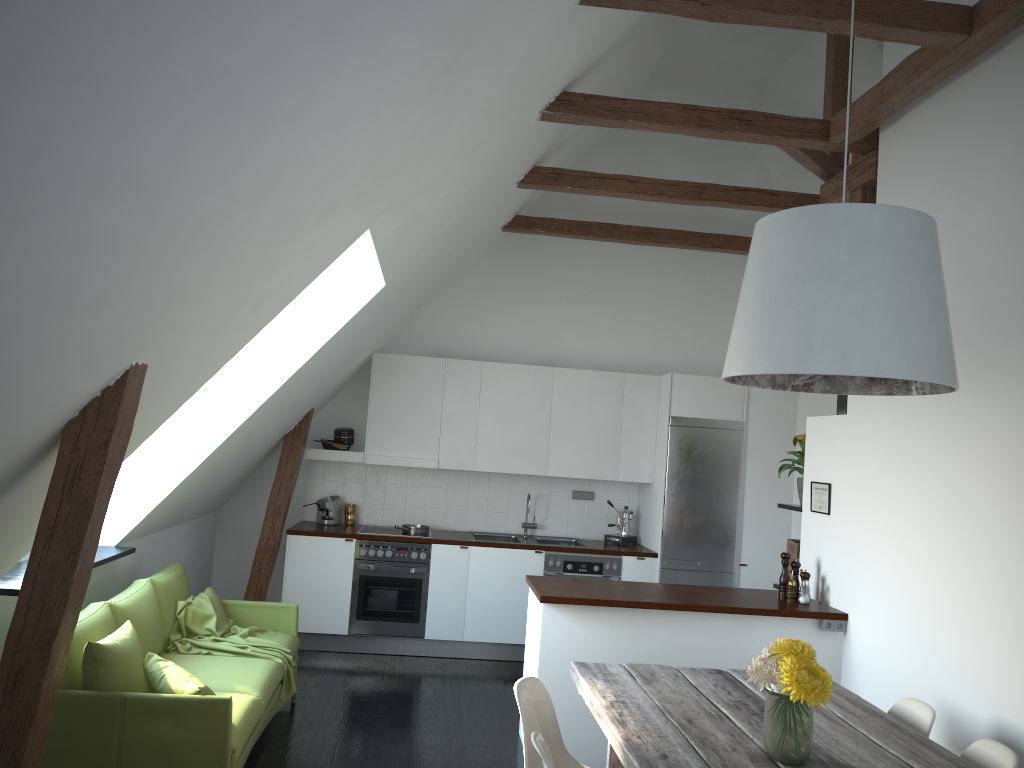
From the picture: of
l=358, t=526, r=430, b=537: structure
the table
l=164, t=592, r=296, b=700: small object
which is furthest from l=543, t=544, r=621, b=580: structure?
the table

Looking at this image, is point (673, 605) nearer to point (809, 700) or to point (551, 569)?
point (809, 700)

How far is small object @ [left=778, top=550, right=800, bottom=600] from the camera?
5.1 meters

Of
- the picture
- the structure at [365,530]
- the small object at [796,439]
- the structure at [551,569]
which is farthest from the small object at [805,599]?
the structure at [365,530]

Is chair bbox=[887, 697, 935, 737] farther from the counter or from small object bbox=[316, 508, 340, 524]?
small object bbox=[316, 508, 340, 524]

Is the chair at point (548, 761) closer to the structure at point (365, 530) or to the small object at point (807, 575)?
the small object at point (807, 575)

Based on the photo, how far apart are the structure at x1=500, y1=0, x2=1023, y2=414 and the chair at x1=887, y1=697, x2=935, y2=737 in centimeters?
191cm

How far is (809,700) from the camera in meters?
2.6

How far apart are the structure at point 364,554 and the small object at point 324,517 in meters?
0.6

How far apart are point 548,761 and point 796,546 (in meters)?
3.47
